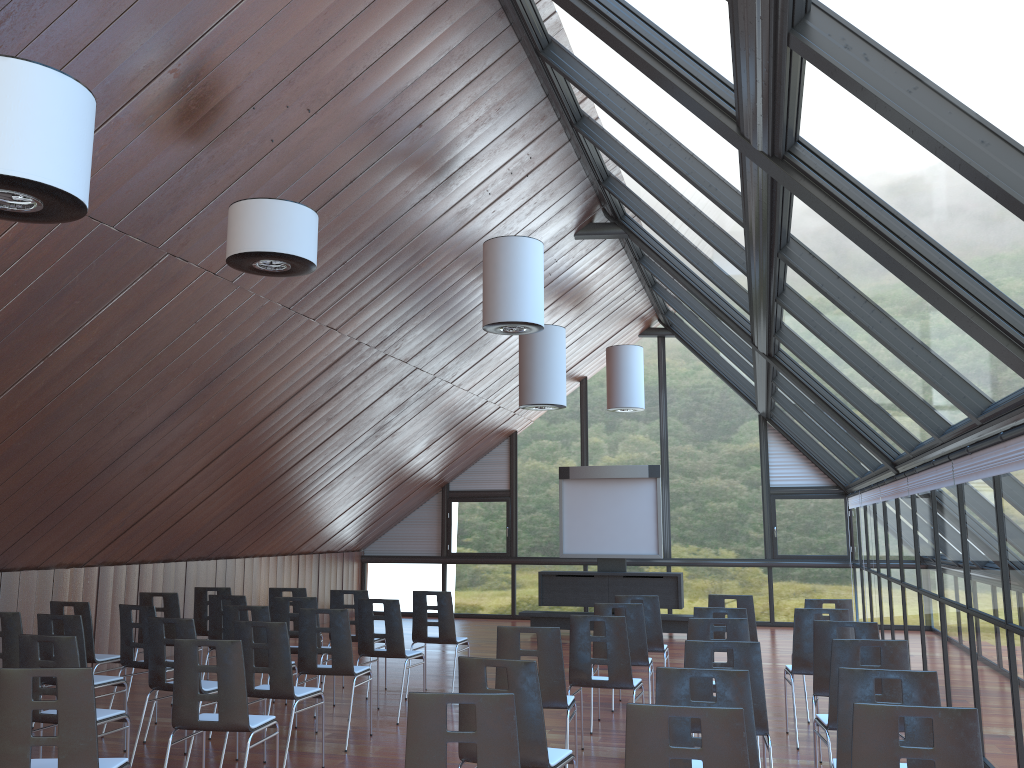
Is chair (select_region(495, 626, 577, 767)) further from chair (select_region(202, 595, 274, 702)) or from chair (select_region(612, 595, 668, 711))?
chair (select_region(202, 595, 274, 702))

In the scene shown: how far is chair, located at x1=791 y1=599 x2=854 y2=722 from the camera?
8.9 meters

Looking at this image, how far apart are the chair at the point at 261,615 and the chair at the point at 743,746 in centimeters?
533cm

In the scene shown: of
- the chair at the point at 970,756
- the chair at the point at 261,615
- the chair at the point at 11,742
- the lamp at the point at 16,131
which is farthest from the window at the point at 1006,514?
the chair at the point at 261,615

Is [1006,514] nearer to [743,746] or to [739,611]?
[739,611]

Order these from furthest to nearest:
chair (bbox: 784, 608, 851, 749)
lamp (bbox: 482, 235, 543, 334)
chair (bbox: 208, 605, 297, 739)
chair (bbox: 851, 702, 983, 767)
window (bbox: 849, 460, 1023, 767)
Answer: lamp (bbox: 482, 235, 543, 334)
chair (bbox: 208, 605, 297, 739)
chair (bbox: 784, 608, 851, 749)
window (bbox: 849, 460, 1023, 767)
chair (bbox: 851, 702, 983, 767)

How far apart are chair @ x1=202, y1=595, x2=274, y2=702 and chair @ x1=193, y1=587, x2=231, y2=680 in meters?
1.2 m

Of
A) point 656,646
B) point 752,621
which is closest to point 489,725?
point 656,646

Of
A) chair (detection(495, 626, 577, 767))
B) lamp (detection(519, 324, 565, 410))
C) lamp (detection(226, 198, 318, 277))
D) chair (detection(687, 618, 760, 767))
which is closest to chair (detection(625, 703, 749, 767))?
chair (detection(495, 626, 577, 767))

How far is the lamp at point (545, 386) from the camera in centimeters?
1223cm
